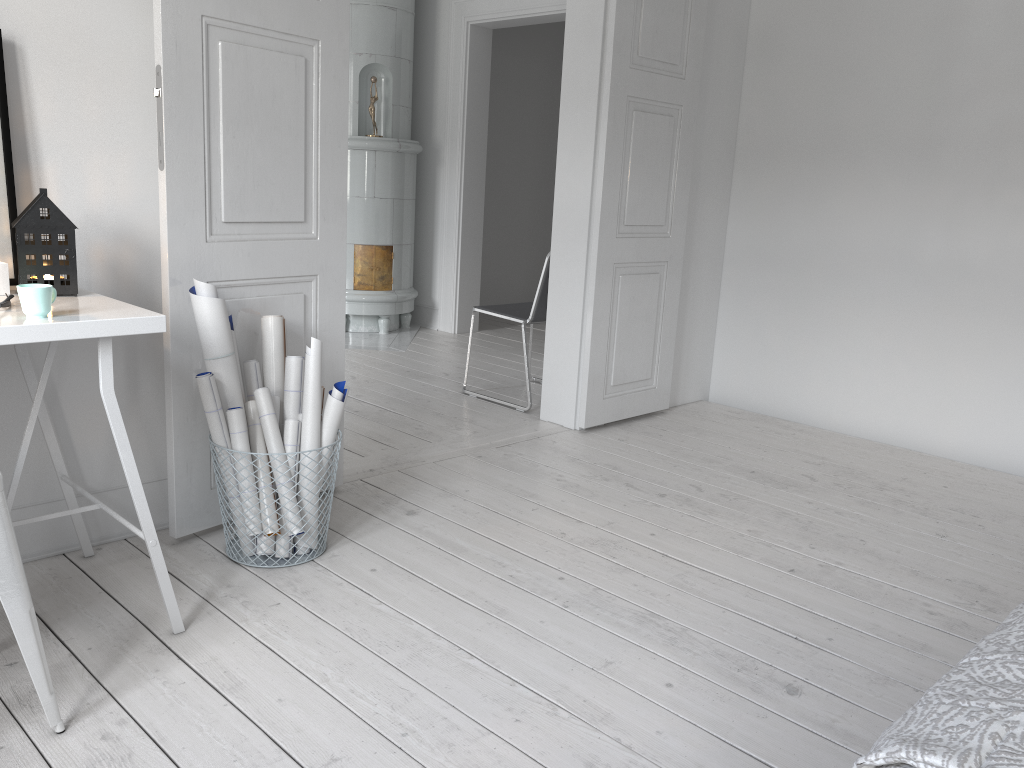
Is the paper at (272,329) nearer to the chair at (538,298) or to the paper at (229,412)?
the paper at (229,412)

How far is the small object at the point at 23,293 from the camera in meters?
1.8

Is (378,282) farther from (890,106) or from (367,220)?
(890,106)

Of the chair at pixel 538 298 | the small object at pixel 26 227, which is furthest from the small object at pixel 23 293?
the chair at pixel 538 298

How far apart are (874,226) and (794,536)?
1.88m

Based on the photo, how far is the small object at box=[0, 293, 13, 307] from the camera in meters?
1.9 m

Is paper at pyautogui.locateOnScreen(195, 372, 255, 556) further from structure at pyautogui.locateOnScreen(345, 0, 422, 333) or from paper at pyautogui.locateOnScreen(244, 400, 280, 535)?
structure at pyautogui.locateOnScreen(345, 0, 422, 333)

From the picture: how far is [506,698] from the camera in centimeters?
194cm

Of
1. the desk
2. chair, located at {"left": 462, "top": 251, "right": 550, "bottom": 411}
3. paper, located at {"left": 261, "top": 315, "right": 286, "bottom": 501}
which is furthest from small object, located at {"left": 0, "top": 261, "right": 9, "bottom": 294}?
chair, located at {"left": 462, "top": 251, "right": 550, "bottom": 411}

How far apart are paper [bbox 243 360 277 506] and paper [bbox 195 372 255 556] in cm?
20
